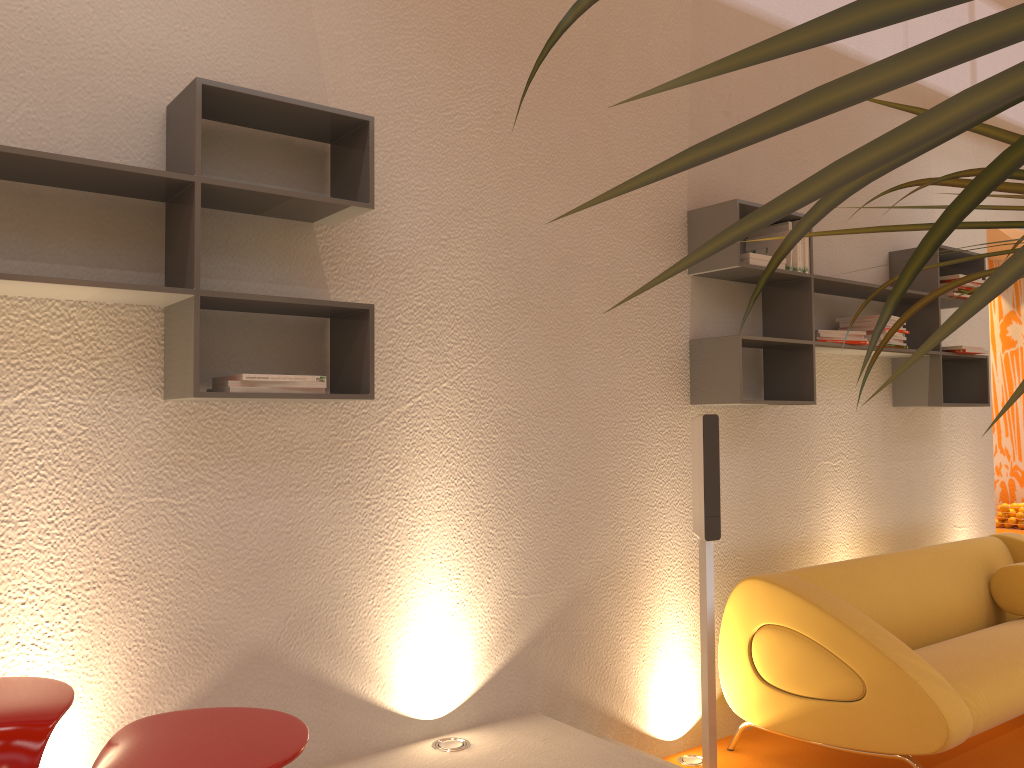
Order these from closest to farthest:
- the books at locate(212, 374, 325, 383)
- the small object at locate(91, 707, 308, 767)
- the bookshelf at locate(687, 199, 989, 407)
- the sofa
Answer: the small object at locate(91, 707, 308, 767) → the books at locate(212, 374, 325, 383) → the sofa → the bookshelf at locate(687, 199, 989, 407)

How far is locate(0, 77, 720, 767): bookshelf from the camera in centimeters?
210cm

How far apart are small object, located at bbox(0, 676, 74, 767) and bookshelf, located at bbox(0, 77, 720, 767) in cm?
68

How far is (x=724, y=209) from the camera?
3.5m

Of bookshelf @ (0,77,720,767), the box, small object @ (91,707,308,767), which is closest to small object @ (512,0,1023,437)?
small object @ (91,707,308,767)

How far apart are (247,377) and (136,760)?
1.01m

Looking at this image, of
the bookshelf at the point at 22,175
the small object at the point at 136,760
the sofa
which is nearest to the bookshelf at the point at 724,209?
the bookshelf at the point at 22,175

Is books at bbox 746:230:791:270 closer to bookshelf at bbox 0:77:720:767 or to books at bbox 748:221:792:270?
books at bbox 748:221:792:270

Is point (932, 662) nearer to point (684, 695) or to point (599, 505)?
point (684, 695)

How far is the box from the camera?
3.46m
